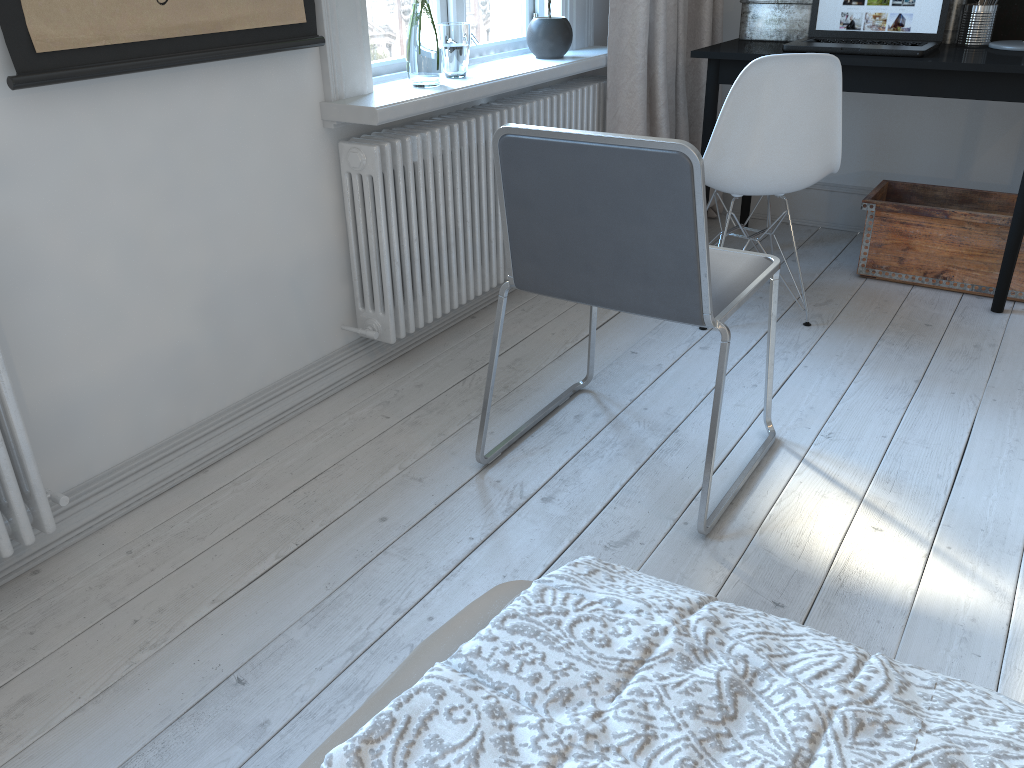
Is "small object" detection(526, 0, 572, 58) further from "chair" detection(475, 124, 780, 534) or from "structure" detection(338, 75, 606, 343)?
"chair" detection(475, 124, 780, 534)

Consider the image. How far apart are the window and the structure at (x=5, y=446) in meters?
1.0

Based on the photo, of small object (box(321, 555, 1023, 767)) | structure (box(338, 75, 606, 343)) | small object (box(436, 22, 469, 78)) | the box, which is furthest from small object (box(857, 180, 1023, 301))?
small object (box(321, 555, 1023, 767))

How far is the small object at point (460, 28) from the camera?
2.5 meters

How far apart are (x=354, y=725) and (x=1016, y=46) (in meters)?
3.09

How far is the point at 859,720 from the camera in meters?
0.6 m

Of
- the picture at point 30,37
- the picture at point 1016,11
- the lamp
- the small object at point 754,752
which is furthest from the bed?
the picture at point 1016,11

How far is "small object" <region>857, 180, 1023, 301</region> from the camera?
2.95m

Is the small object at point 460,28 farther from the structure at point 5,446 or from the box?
the structure at point 5,446

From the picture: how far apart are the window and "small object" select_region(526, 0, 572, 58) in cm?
2
